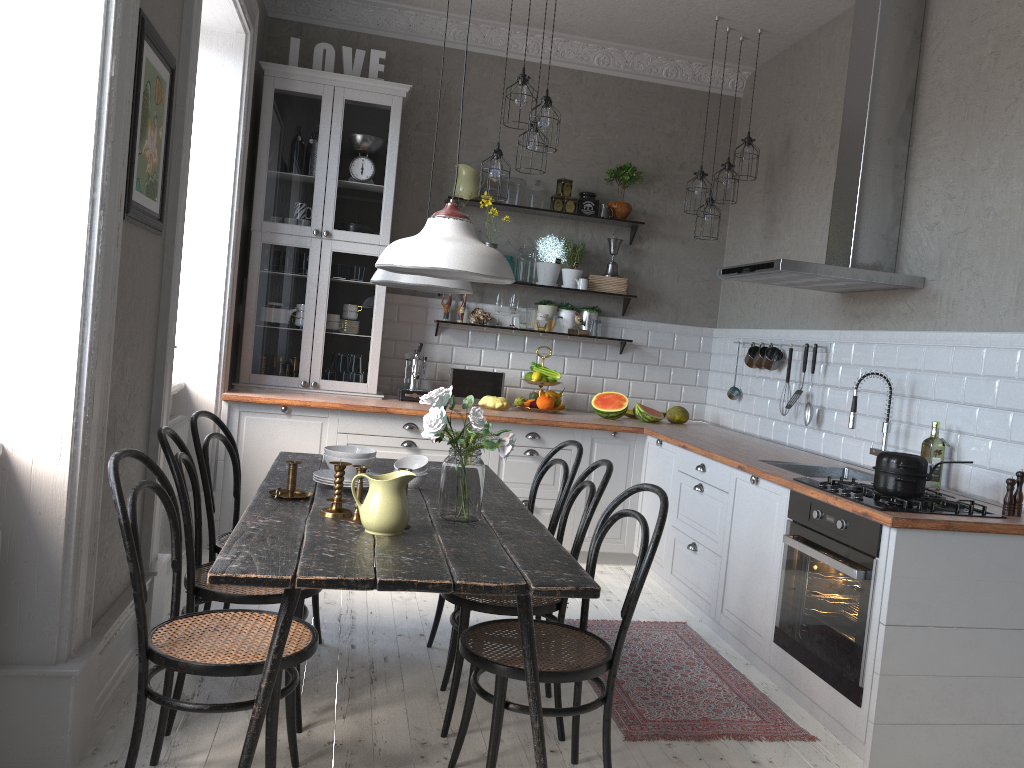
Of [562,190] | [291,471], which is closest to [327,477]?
[291,471]

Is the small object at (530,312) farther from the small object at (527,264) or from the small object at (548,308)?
the small object at (527,264)

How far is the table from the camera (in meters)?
2.04

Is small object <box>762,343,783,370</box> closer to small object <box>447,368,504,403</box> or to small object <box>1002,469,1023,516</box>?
small object <box>447,368,504,403</box>

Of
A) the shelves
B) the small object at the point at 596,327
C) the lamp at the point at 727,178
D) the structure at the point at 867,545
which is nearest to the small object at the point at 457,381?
the small object at the point at 596,327

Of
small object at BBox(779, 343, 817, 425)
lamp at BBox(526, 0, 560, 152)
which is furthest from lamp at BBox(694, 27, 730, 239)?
lamp at BBox(526, 0, 560, 152)

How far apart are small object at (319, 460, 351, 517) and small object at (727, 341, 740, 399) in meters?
3.5 m

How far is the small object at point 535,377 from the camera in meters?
5.6 m

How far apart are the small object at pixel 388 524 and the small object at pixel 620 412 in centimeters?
313cm

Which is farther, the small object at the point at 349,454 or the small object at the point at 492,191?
the small object at the point at 492,191
